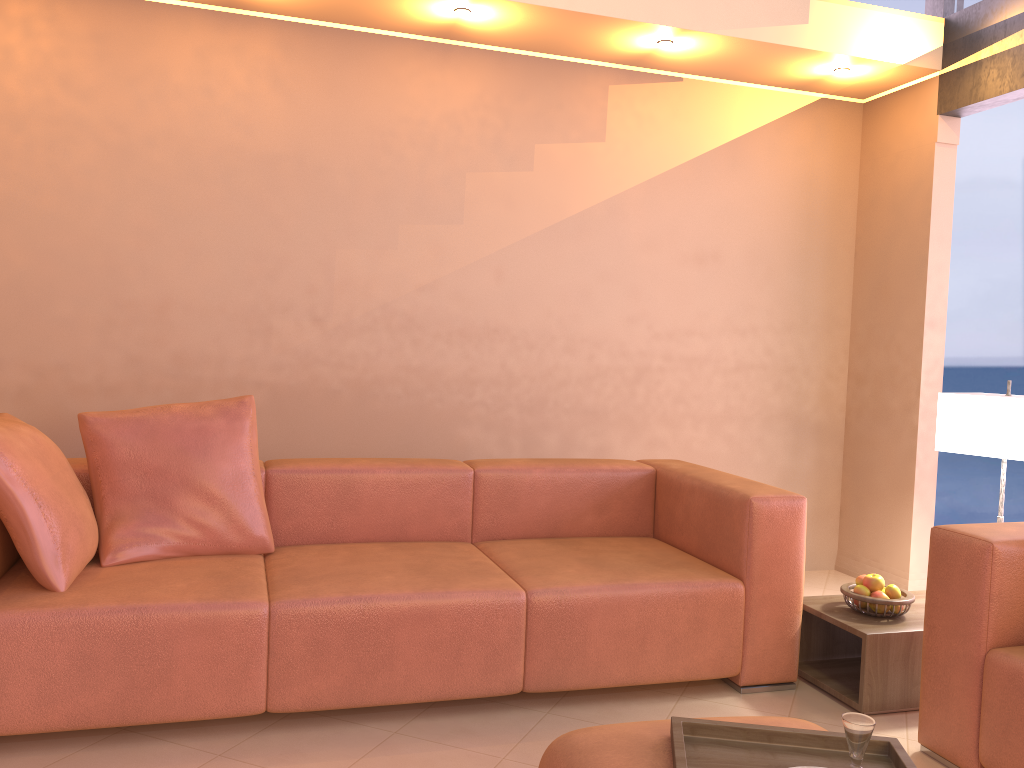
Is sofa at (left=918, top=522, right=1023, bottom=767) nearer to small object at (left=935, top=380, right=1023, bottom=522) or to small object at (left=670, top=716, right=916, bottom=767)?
small object at (left=935, top=380, right=1023, bottom=522)

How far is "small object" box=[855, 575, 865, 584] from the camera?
3.03m

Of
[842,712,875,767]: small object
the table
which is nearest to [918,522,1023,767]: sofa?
the table

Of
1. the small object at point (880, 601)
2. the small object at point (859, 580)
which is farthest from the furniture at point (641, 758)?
the small object at point (859, 580)

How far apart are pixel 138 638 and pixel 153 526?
0.5m

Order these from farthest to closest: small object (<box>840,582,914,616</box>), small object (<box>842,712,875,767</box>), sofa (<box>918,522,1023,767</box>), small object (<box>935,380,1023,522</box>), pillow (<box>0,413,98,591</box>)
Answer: small object (<box>935,380,1023,522</box>) < small object (<box>840,582,914,616</box>) < pillow (<box>0,413,98,591</box>) < sofa (<box>918,522,1023,767</box>) < small object (<box>842,712,875,767</box>)

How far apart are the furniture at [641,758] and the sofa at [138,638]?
0.83m

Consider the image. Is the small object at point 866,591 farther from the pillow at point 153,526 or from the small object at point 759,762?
the pillow at point 153,526

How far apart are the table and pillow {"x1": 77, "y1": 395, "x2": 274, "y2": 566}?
1.8 meters

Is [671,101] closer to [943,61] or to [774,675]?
[943,61]
